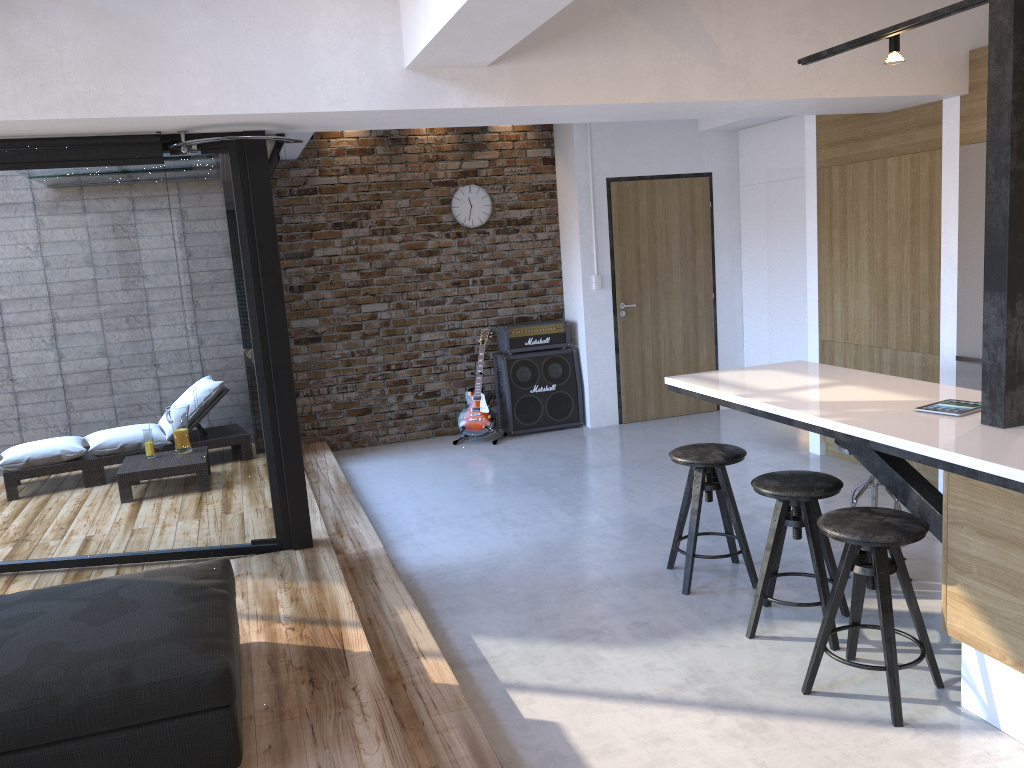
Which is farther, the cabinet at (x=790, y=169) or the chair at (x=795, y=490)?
the cabinet at (x=790, y=169)

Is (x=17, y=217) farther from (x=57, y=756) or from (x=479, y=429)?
(x=479, y=429)

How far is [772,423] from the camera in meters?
7.4 m

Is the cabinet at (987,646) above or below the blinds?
below

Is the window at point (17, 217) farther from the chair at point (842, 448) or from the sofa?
the chair at point (842, 448)

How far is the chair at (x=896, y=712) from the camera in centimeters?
290cm

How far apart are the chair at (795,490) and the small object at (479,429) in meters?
3.8

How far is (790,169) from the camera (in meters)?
7.16

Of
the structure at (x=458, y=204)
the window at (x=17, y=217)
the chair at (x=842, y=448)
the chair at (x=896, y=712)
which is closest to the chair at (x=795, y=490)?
the chair at (x=896, y=712)

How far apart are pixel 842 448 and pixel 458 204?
4.41m
